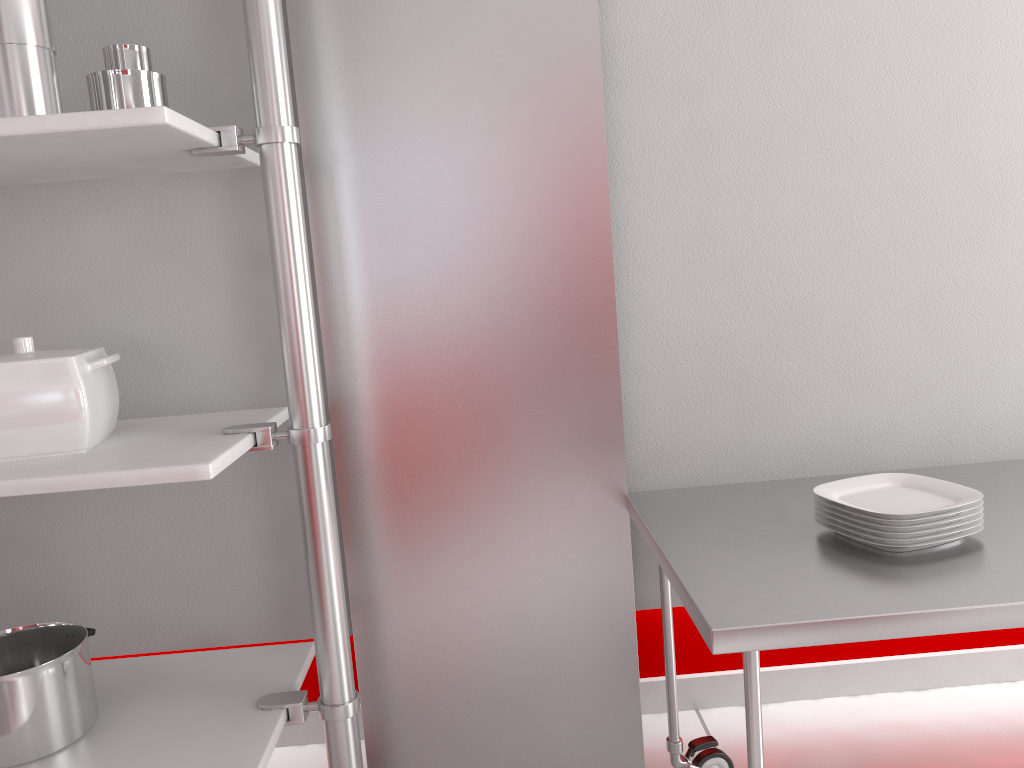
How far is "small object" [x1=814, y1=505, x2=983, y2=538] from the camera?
1.4 meters

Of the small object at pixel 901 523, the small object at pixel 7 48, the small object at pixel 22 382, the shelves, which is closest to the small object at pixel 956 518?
the small object at pixel 901 523

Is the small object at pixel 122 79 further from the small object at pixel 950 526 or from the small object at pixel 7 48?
the small object at pixel 950 526

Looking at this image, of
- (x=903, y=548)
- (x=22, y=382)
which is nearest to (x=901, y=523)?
(x=903, y=548)

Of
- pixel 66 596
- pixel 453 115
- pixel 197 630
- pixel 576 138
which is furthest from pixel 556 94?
pixel 66 596

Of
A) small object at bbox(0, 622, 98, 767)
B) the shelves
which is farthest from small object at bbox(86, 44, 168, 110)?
small object at bbox(0, 622, 98, 767)

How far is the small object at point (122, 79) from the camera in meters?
1.5 m

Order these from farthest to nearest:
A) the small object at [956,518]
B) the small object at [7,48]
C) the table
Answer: the small object at [956,518] < the small object at [7,48] < the table

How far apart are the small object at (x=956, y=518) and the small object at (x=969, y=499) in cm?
2

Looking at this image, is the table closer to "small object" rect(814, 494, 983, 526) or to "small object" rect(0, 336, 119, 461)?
"small object" rect(814, 494, 983, 526)
